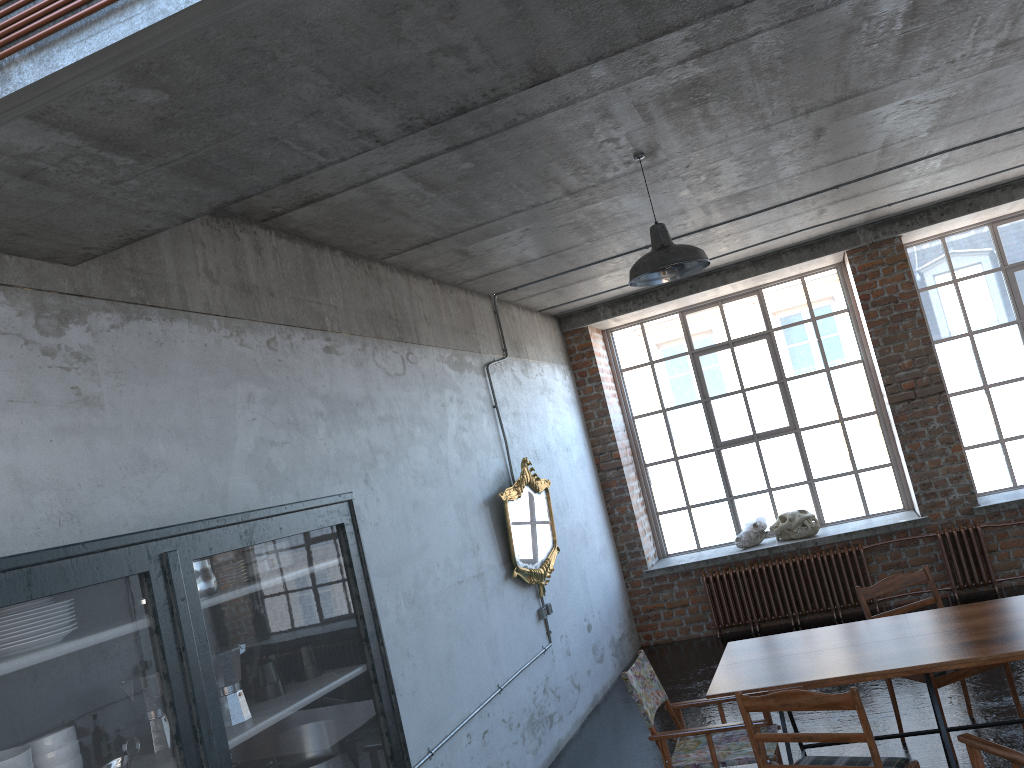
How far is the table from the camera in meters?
4.2

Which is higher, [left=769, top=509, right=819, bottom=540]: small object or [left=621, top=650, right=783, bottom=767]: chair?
[left=769, top=509, right=819, bottom=540]: small object

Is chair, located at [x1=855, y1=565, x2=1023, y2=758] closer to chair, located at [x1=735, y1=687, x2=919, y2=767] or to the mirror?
chair, located at [x1=735, y1=687, x2=919, y2=767]

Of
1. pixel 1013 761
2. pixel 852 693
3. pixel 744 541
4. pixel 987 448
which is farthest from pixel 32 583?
pixel 987 448

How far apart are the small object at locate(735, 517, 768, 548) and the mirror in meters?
2.7 m

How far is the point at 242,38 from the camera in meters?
2.2 m

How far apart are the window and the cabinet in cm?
721

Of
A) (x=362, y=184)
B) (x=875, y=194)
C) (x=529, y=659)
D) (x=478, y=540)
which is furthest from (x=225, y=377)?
(x=875, y=194)

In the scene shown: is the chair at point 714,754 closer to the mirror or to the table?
the table

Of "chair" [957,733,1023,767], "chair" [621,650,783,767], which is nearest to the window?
"chair" [621,650,783,767]
